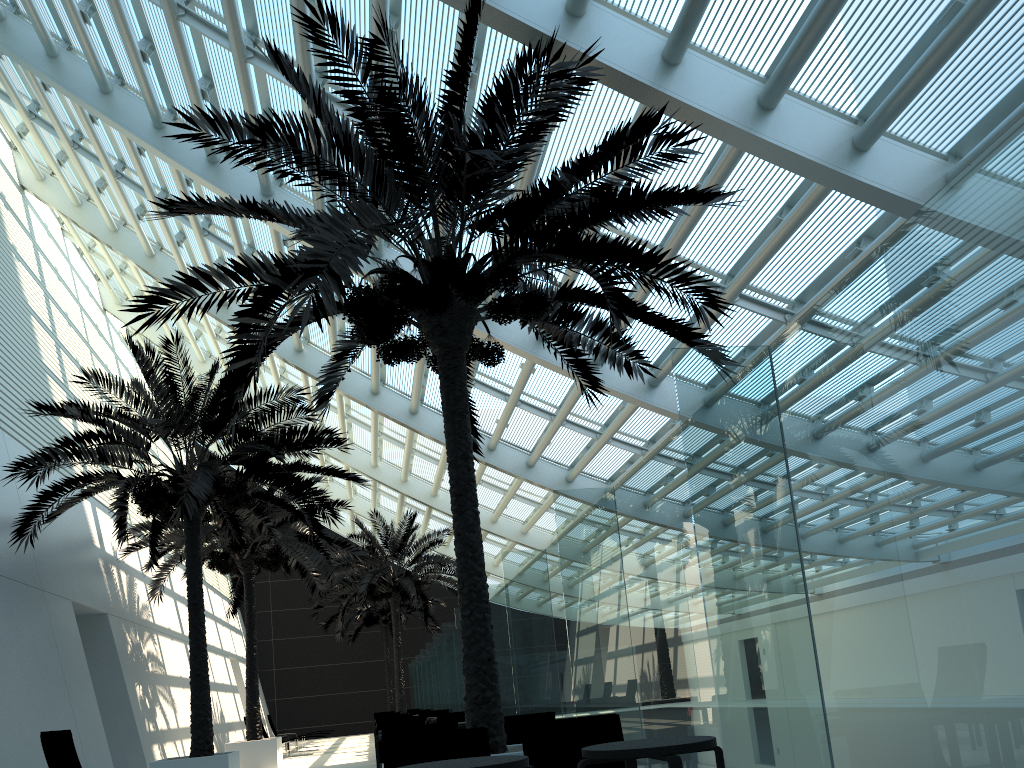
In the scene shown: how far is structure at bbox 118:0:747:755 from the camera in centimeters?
647cm

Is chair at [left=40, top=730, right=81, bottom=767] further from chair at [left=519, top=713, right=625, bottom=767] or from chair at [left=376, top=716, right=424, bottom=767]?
chair at [left=519, top=713, right=625, bottom=767]

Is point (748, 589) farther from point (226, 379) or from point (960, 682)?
point (226, 379)

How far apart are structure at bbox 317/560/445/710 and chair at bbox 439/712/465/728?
19.2m

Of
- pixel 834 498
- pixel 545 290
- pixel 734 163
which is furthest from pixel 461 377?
pixel 834 498

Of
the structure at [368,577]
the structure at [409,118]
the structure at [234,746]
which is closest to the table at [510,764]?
the structure at [409,118]

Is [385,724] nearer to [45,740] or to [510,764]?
[45,740]

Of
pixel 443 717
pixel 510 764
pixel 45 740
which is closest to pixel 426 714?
pixel 443 717

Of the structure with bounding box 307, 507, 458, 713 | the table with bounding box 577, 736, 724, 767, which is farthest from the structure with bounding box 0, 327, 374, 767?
the structure with bounding box 307, 507, 458, 713

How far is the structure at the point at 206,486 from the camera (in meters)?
11.07
